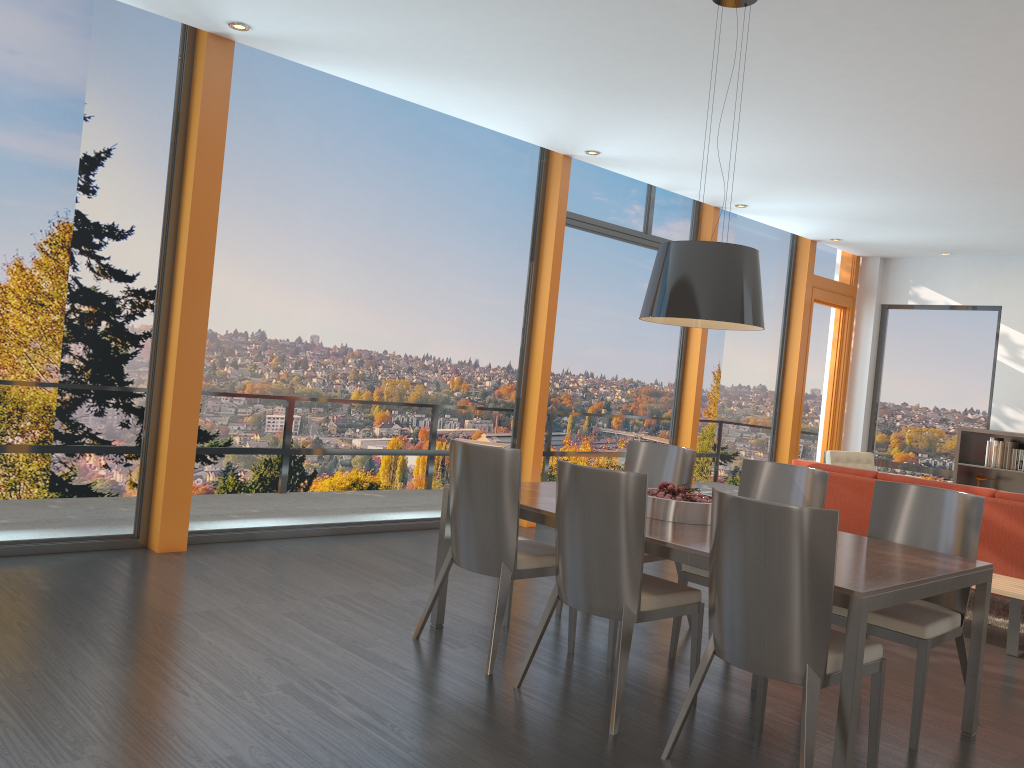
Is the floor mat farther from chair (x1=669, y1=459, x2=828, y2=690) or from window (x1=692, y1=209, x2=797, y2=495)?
window (x1=692, y1=209, x2=797, y2=495)

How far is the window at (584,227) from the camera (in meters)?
7.90

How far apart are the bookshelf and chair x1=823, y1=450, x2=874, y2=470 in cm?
147

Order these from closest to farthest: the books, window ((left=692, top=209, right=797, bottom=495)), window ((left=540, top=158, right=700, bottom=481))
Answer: window ((left=540, top=158, right=700, bottom=481)) → the books → window ((left=692, top=209, right=797, bottom=495))

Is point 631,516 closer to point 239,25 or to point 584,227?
point 239,25

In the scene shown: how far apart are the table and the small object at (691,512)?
0.1 meters

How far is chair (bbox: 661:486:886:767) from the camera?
2.8m

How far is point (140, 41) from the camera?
5.2m

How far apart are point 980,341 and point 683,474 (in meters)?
7.03

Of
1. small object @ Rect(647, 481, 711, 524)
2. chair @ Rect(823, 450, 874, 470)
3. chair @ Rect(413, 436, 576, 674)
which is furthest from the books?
chair @ Rect(413, 436, 576, 674)
